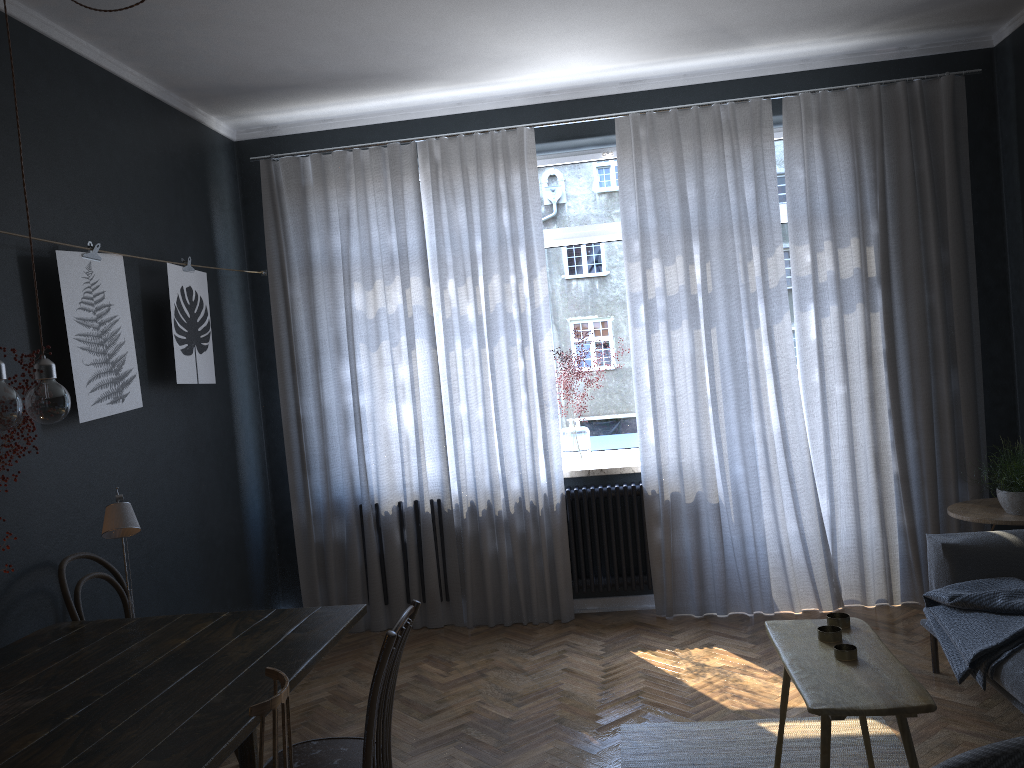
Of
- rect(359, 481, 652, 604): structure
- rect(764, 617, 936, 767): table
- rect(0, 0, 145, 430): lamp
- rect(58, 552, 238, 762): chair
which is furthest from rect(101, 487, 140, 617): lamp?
rect(359, 481, 652, 604): structure

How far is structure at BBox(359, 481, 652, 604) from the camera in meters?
5.0 m

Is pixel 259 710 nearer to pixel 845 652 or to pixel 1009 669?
pixel 845 652

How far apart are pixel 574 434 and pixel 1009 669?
2.6 meters

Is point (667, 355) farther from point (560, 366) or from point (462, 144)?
point (462, 144)

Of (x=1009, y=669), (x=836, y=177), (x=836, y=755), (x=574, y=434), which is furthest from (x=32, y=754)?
(x=836, y=177)

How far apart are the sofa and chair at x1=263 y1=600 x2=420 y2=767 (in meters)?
1.94

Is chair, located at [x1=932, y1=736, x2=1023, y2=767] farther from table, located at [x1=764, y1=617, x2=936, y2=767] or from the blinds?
the blinds

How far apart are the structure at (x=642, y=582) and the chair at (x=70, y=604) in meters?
2.4

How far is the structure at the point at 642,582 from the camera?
4.96m
